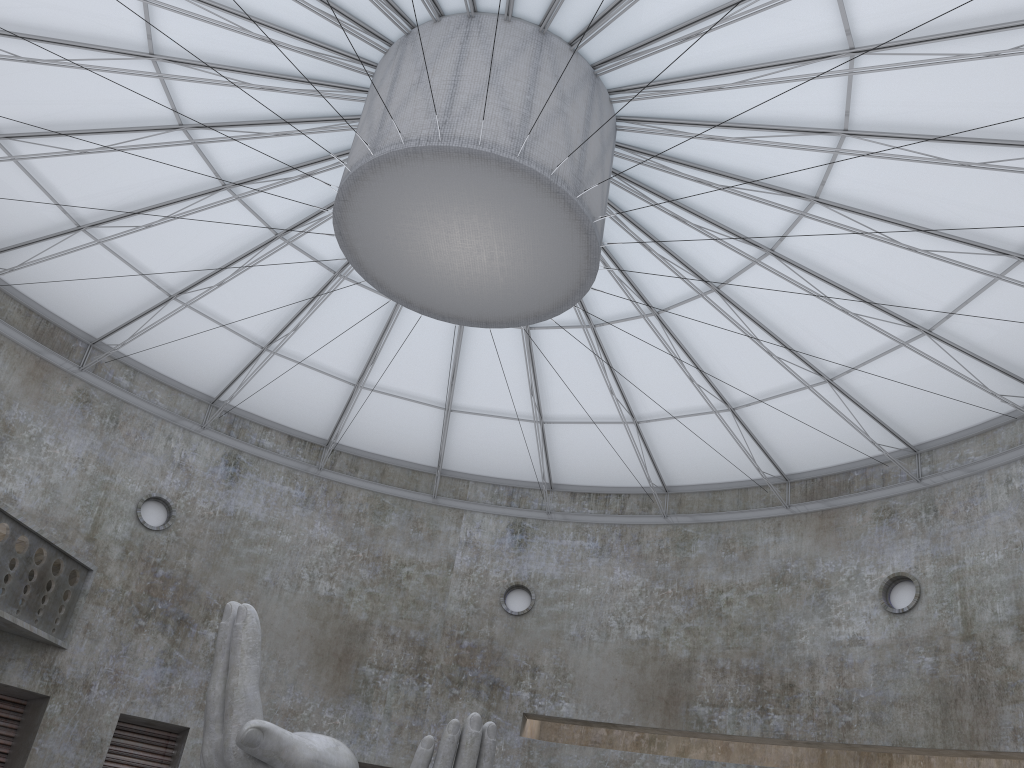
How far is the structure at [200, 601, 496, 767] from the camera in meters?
15.3 m

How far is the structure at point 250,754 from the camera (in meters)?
15.31

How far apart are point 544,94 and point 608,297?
10.4 meters
